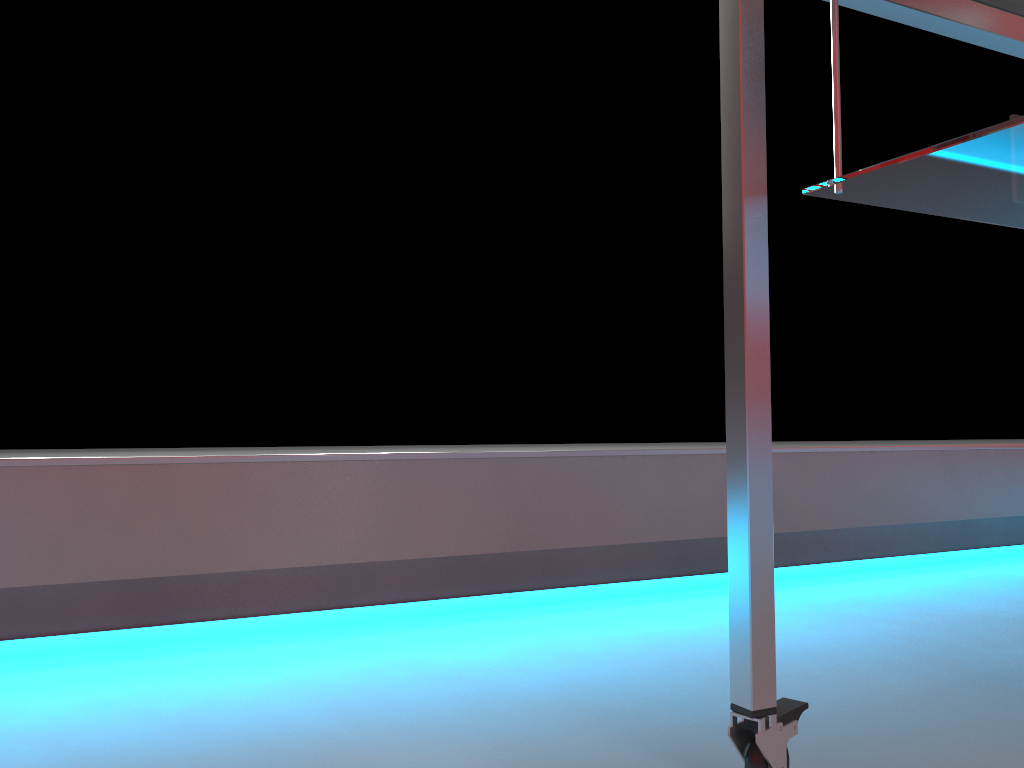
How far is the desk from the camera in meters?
0.7 m

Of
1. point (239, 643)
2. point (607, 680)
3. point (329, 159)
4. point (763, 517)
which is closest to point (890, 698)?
point (607, 680)

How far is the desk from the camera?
0.7 meters

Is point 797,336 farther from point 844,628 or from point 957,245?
point 844,628

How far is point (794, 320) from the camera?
2.7m
